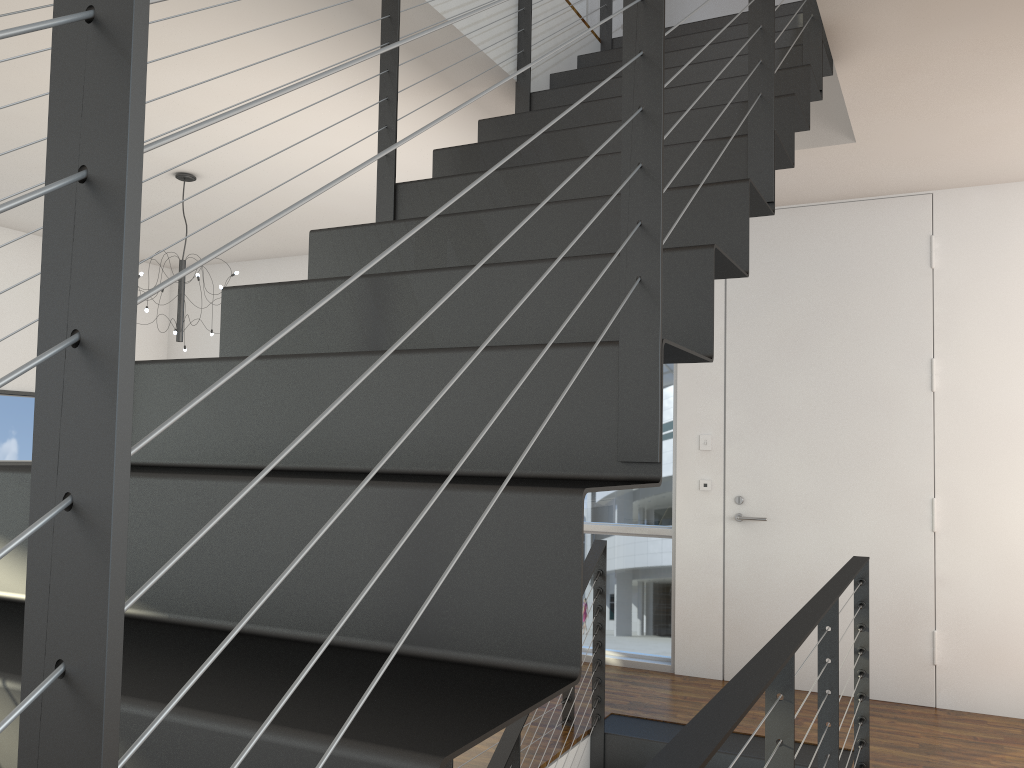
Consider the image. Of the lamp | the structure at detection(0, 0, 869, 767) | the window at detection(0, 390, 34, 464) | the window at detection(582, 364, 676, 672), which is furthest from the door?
the window at detection(0, 390, 34, 464)

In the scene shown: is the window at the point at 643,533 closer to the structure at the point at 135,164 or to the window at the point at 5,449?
the structure at the point at 135,164

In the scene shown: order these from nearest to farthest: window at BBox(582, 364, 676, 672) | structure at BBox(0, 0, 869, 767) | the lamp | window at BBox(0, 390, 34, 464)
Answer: structure at BBox(0, 0, 869, 767) → the lamp → window at BBox(582, 364, 676, 672) → window at BBox(0, 390, 34, 464)

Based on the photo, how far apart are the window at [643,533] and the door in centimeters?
27cm

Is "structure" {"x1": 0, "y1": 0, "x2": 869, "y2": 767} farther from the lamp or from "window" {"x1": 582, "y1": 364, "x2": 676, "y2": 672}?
the lamp

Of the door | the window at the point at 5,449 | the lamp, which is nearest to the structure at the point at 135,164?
the door

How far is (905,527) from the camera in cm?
379

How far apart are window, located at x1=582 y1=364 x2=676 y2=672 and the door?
0.27m

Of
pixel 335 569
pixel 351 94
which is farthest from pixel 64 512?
pixel 351 94

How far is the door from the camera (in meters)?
3.79
